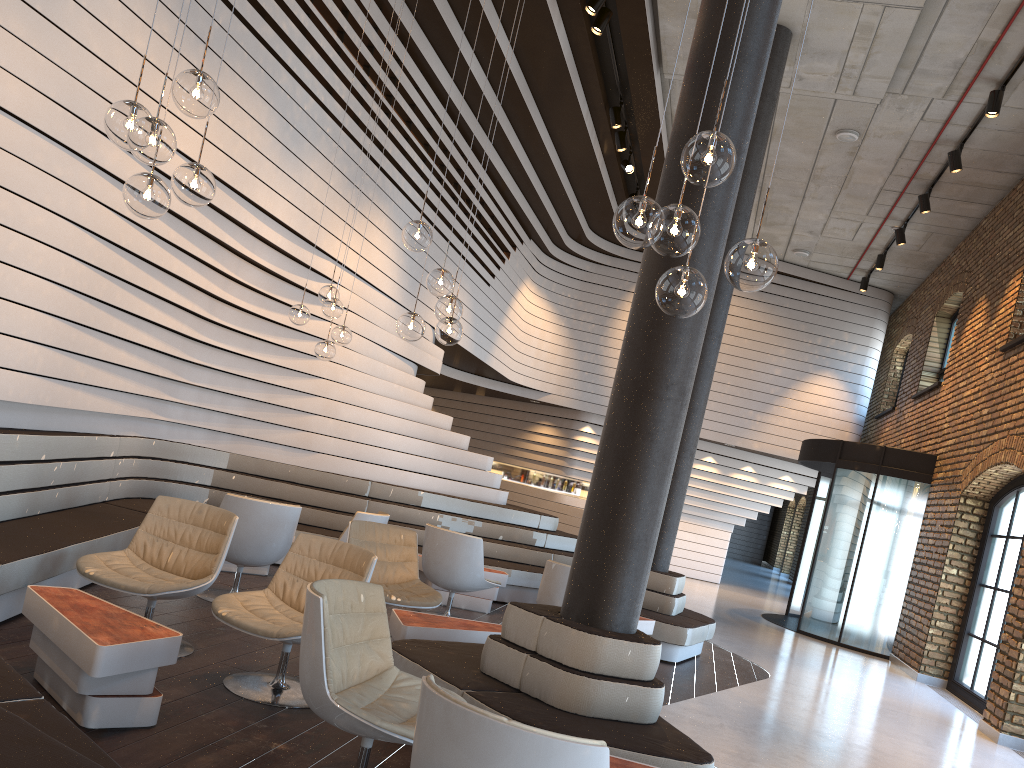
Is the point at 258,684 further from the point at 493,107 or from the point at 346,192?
the point at 493,107

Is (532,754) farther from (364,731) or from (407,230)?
(407,230)

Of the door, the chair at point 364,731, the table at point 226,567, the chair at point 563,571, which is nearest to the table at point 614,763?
the chair at point 364,731

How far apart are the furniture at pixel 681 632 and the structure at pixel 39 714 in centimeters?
128cm

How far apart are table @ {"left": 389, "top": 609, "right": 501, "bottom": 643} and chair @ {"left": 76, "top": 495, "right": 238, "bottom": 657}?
1.01m

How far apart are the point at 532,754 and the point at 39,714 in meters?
1.4

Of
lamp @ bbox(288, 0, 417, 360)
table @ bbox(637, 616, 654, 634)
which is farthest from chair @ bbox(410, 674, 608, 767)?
table @ bbox(637, 616, 654, 634)

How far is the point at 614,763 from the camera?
3.15m

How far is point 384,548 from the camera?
6.1 meters

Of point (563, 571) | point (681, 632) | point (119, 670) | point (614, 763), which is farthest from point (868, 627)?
point (119, 670)
